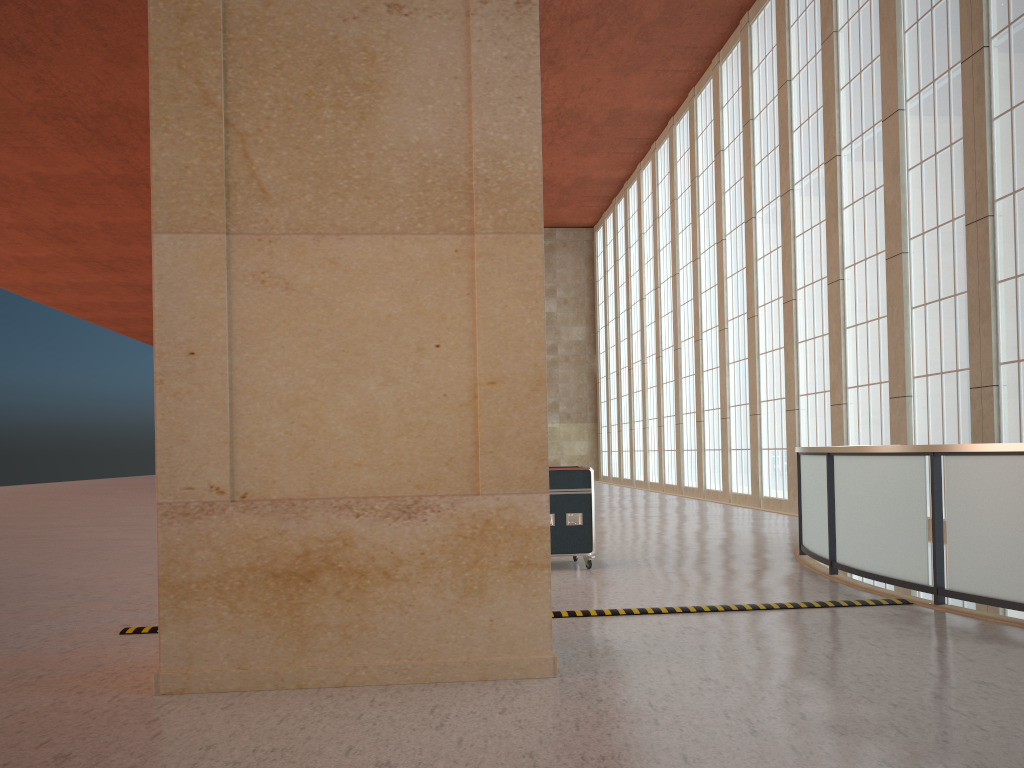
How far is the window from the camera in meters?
18.0

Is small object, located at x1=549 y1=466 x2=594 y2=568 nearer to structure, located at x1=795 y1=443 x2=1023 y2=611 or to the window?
structure, located at x1=795 y1=443 x2=1023 y2=611

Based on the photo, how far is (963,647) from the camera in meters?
7.6

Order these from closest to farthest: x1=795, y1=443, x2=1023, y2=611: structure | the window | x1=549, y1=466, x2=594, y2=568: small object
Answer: x1=795, y1=443, x2=1023, y2=611: structure → x1=549, y1=466, x2=594, y2=568: small object → the window

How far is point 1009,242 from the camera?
17.96m

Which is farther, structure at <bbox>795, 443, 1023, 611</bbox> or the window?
the window

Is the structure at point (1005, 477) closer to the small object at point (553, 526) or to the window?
the small object at point (553, 526)

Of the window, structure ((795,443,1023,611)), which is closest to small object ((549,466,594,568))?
structure ((795,443,1023,611))

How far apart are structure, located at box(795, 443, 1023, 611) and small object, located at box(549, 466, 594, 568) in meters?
3.2

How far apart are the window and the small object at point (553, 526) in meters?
10.0
